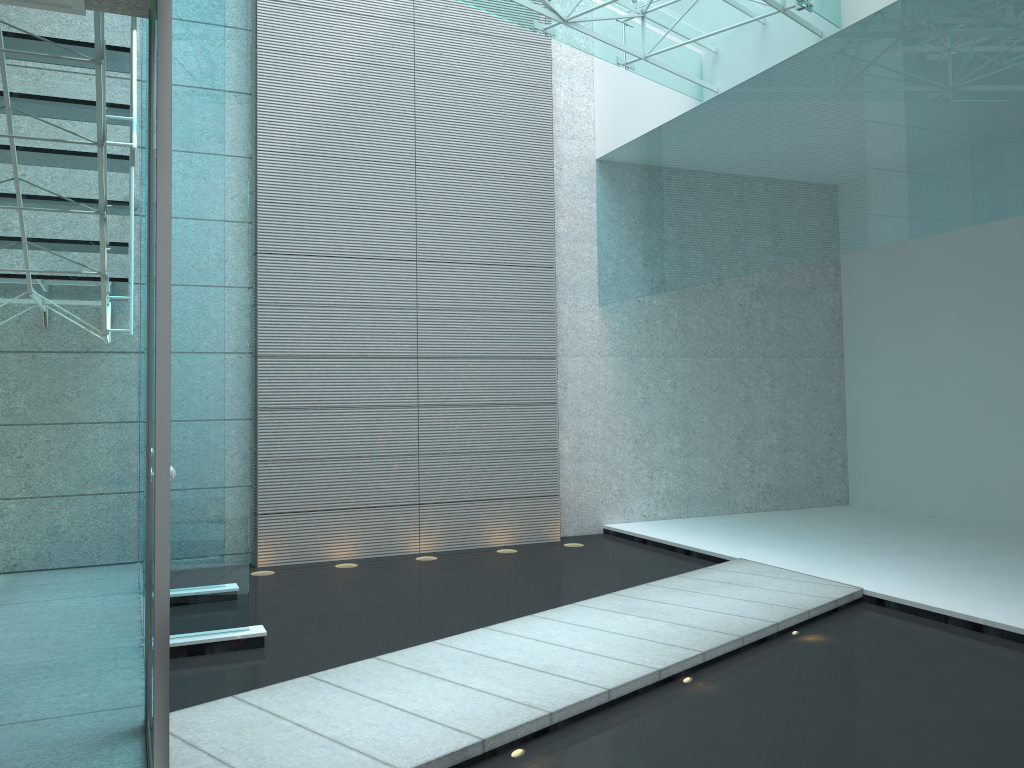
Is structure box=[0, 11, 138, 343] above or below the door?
above

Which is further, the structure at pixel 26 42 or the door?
the structure at pixel 26 42

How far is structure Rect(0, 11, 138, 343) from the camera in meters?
3.2 m

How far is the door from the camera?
1.8m

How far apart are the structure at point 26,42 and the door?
0.6 meters

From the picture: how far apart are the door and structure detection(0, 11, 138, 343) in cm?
61

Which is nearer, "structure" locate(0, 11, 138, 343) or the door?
the door

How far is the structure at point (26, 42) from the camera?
3.2 meters

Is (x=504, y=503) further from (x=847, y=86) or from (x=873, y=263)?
(x=873, y=263)
